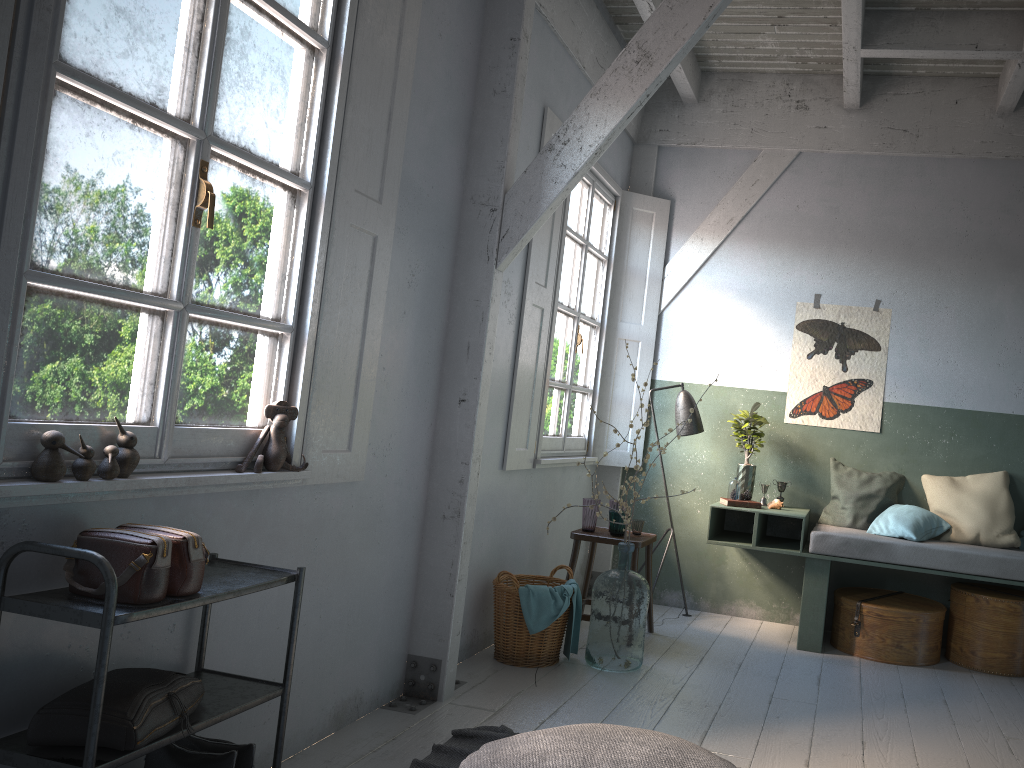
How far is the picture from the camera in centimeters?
653cm

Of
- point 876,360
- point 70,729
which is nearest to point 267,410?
point 70,729

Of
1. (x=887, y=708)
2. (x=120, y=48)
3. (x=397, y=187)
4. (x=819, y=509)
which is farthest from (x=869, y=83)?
(x=120, y=48)

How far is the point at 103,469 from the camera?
2.6 meters

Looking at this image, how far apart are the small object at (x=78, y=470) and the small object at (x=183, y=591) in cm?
19

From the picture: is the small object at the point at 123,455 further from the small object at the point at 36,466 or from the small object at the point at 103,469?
the small object at the point at 36,466

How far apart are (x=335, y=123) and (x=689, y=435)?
4.00m

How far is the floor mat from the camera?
3.63m

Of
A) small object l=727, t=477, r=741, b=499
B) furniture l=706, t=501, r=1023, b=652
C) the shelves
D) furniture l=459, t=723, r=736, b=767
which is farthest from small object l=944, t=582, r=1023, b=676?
the shelves

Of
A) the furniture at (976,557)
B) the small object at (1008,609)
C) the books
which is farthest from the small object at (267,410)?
the small object at (1008,609)
